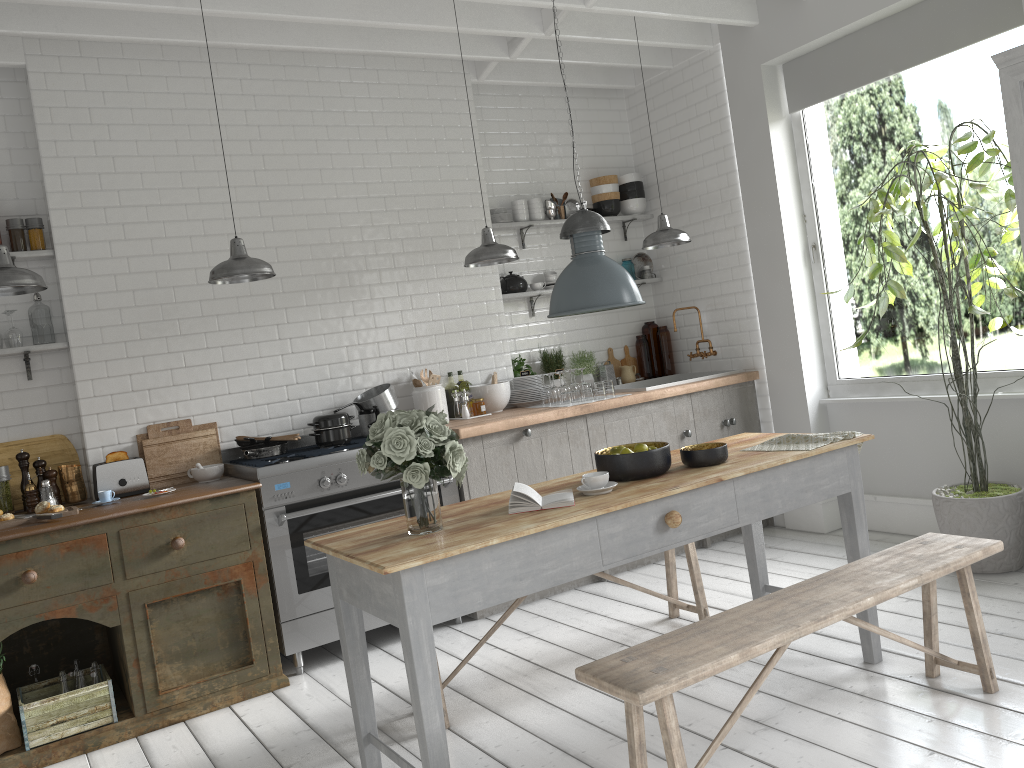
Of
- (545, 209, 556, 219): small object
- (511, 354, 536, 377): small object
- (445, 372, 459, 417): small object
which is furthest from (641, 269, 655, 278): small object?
(445, 372, 459, 417): small object

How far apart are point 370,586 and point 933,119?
23.4 meters

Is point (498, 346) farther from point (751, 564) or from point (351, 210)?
point (751, 564)

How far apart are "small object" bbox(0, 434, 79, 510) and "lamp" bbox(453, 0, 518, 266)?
2.86m

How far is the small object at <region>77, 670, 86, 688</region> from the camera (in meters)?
4.84

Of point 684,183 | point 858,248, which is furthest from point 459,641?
point 858,248

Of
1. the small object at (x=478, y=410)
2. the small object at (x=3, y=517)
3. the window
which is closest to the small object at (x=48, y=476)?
the small object at (x=3, y=517)

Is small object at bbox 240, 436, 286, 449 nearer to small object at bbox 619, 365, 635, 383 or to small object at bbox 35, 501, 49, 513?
small object at bbox 35, 501, 49, 513

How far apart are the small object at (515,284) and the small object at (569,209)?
0.9m

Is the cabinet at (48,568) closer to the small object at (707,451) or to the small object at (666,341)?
the small object at (707,451)
